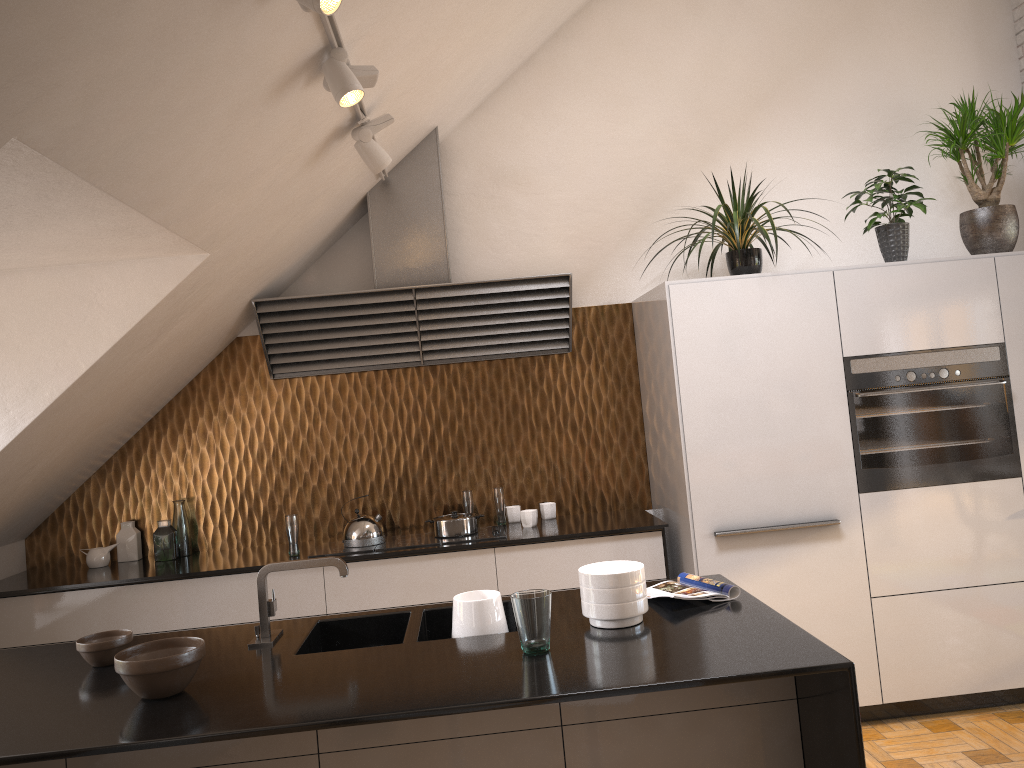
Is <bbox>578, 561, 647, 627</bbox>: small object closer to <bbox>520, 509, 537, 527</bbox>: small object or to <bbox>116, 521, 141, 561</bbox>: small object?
<bbox>520, 509, 537, 527</bbox>: small object

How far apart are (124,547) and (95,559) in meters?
0.2 m

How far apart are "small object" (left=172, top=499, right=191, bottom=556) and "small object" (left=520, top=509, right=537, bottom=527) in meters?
1.7 m

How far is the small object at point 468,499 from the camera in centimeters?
444cm

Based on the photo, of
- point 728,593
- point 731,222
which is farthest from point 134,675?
point 731,222

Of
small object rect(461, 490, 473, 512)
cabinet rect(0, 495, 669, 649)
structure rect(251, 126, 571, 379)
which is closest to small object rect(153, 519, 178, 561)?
Result: cabinet rect(0, 495, 669, 649)

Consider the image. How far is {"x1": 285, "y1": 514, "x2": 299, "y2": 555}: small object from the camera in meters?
A: 4.1 m

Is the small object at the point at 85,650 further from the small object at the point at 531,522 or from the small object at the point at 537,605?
the small object at the point at 531,522

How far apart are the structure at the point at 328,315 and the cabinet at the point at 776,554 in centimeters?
36cm

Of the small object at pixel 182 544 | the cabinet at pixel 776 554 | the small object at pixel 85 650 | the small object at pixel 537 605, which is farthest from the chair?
the small object at pixel 182 544
